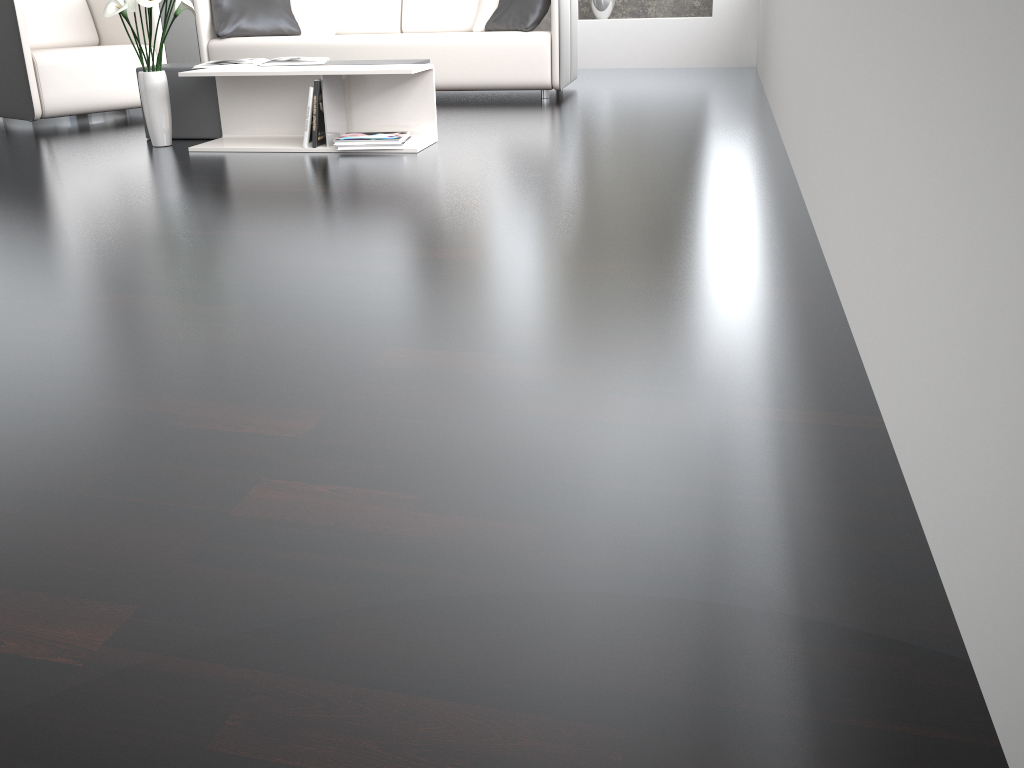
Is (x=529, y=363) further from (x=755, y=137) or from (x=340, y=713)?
(x=755, y=137)

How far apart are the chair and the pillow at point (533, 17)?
1.8m

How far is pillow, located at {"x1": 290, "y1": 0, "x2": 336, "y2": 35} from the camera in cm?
546

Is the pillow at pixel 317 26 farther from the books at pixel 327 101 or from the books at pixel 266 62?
the books at pixel 327 101

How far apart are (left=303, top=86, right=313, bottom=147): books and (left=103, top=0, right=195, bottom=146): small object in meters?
0.7 m

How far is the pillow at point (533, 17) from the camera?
4.83m

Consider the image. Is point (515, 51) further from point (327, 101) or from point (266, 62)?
point (327, 101)

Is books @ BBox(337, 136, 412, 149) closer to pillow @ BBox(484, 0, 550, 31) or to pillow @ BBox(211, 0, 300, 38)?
pillow @ BBox(484, 0, 550, 31)

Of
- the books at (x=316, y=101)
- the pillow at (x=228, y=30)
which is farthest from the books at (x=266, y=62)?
the pillow at (x=228, y=30)

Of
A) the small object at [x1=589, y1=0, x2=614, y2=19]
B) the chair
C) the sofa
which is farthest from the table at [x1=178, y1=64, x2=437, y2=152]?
the small object at [x1=589, y1=0, x2=614, y2=19]
